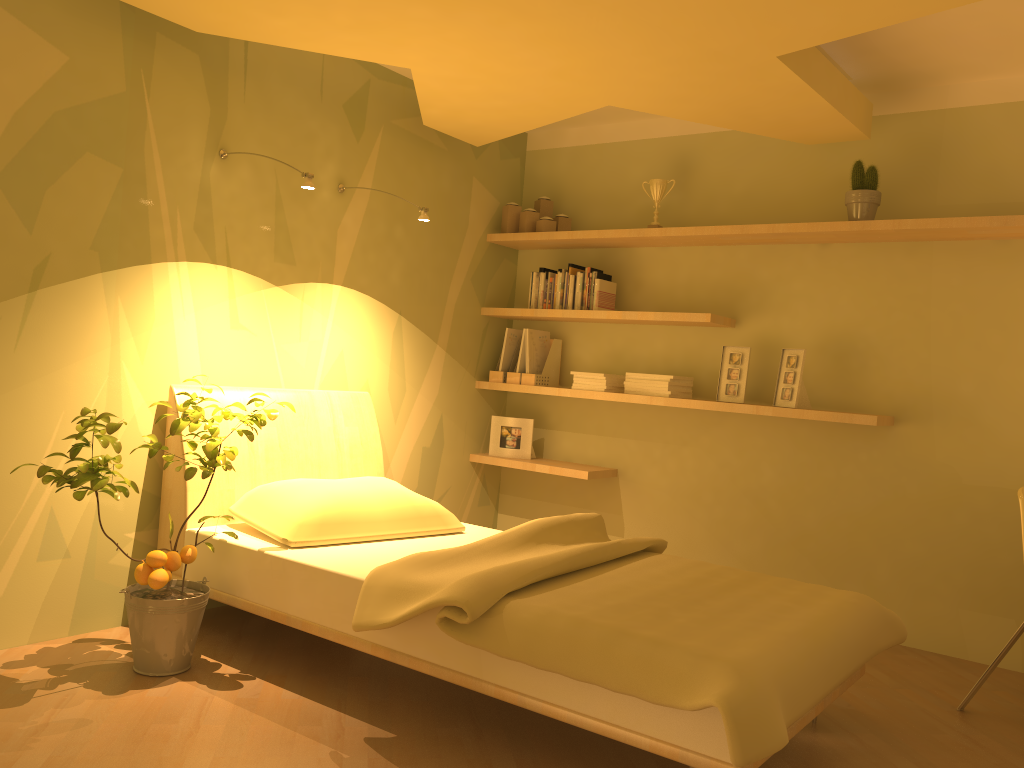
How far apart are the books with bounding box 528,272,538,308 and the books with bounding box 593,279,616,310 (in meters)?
0.40

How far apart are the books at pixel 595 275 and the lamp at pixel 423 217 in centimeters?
117cm

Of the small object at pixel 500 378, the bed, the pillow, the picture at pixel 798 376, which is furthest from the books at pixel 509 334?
the picture at pixel 798 376

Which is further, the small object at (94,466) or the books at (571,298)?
the books at (571,298)

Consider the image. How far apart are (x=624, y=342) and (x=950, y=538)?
1.8m

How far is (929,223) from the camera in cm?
352

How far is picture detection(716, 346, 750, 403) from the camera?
4.1m

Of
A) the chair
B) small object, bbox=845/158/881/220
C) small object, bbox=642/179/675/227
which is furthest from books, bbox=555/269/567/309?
the chair

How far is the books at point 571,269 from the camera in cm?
458

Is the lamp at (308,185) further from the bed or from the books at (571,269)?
the books at (571,269)
